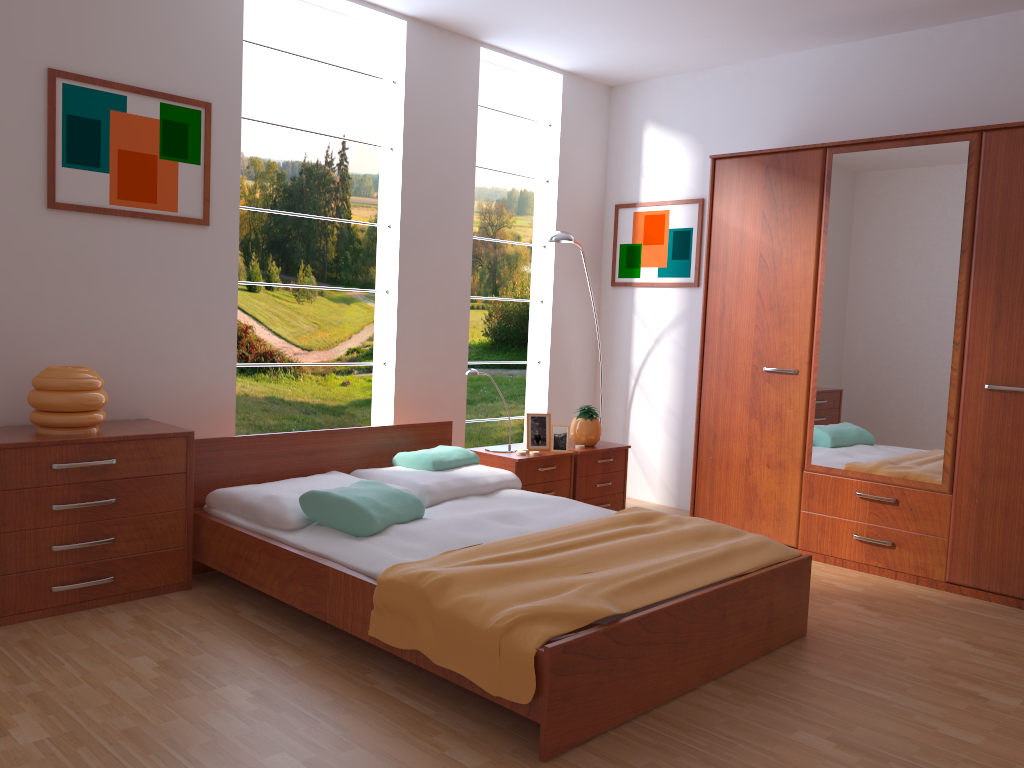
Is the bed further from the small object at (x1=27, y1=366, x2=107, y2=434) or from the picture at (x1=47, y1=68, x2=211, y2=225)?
the picture at (x1=47, y1=68, x2=211, y2=225)

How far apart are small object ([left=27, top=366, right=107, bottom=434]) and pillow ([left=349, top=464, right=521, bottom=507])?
1.1 meters

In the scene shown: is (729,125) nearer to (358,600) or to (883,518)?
(883,518)

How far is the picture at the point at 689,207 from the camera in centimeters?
524cm

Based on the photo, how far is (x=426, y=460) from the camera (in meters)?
4.02

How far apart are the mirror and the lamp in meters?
1.3

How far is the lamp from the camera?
4.8 meters

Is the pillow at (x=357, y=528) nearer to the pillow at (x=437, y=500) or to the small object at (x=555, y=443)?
the pillow at (x=437, y=500)

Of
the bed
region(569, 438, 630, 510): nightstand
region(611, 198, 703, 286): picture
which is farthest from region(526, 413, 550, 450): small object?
region(611, 198, 703, 286): picture

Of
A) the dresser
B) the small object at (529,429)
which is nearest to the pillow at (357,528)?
the small object at (529,429)
